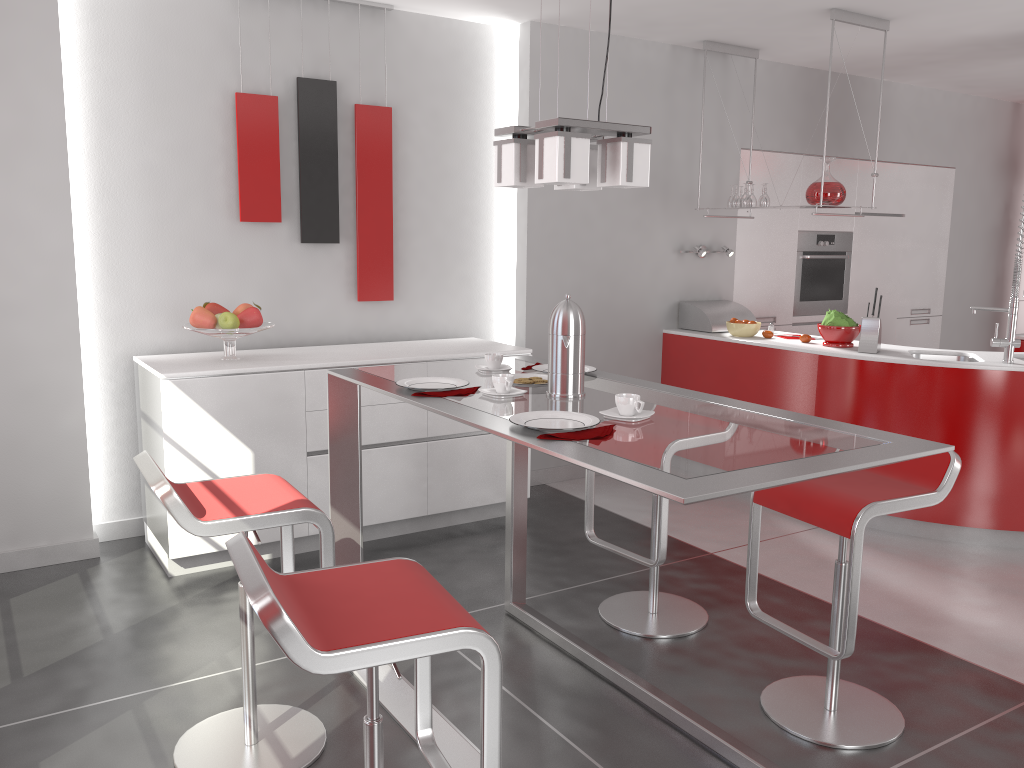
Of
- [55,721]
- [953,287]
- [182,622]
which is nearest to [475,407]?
[55,721]

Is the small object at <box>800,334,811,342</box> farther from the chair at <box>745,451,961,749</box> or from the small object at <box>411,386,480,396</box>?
the small object at <box>411,386,480,396</box>

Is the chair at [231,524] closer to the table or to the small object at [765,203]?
the table

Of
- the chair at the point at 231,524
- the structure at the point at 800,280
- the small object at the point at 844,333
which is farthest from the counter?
the chair at the point at 231,524

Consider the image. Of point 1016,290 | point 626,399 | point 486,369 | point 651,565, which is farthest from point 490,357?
point 1016,290

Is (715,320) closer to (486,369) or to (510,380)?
(486,369)

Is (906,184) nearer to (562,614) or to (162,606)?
(562,614)

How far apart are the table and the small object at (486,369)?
0.0m

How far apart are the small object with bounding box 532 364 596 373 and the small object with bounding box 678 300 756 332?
2.67m

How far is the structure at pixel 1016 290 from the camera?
4.15m
